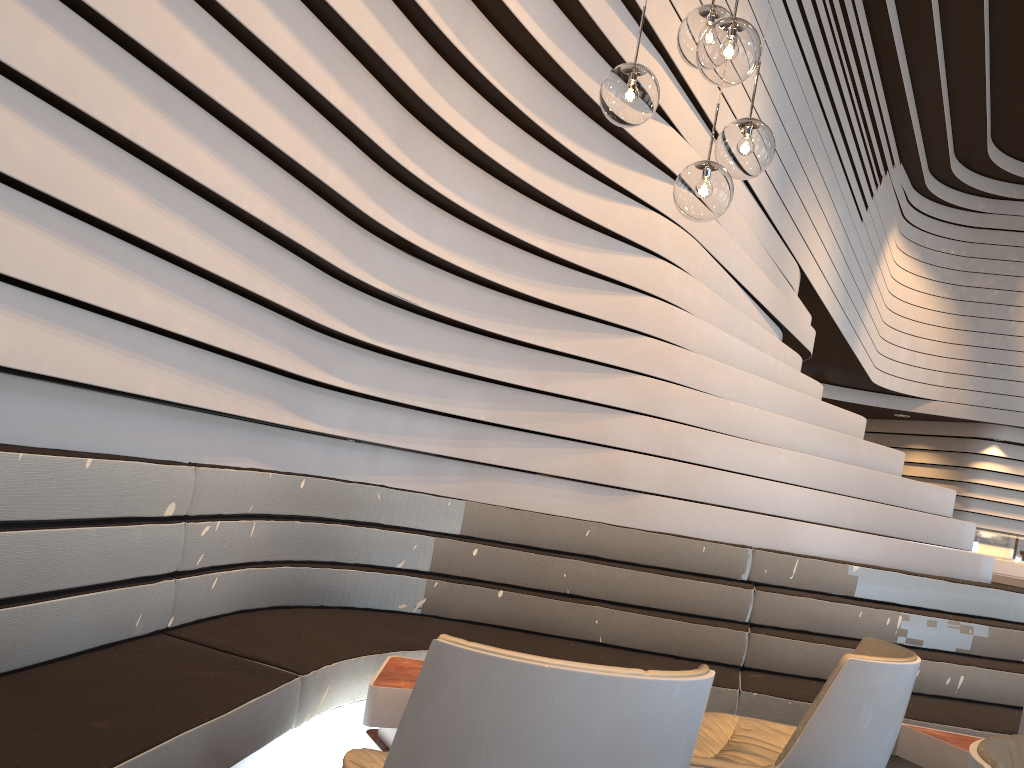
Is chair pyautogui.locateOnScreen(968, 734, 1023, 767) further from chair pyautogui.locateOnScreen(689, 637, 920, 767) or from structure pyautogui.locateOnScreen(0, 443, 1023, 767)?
structure pyautogui.locateOnScreen(0, 443, 1023, 767)

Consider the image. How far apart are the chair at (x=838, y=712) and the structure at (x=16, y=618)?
0.7m

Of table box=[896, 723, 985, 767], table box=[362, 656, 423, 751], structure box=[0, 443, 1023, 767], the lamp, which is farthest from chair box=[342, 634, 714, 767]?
table box=[896, 723, 985, 767]

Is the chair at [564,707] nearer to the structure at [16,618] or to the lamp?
the structure at [16,618]

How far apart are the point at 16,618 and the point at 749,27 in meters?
2.4

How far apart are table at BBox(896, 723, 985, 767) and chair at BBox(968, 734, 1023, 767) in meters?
1.9

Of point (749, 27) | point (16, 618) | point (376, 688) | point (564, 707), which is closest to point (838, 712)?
point (564, 707)

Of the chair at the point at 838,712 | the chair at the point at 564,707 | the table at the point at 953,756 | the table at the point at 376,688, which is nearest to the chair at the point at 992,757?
the chair at the point at 564,707

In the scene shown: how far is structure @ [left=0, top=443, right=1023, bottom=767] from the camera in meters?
2.0

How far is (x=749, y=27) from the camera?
2.37m
